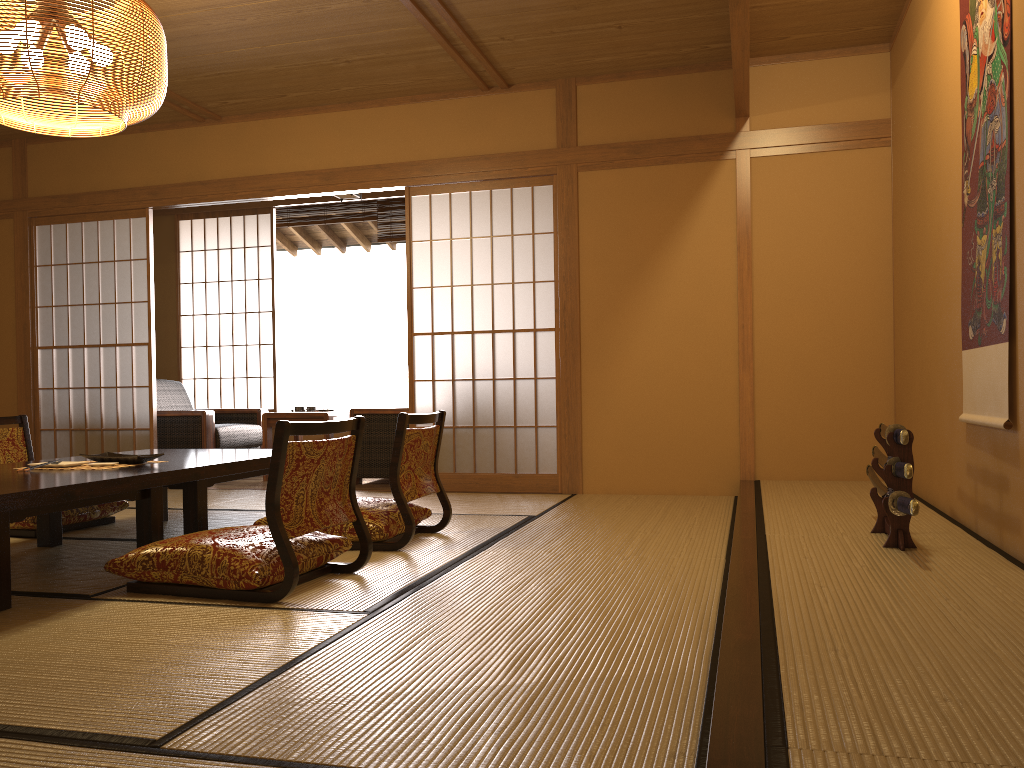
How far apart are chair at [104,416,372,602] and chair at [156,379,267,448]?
3.6m

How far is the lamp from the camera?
3.0 meters

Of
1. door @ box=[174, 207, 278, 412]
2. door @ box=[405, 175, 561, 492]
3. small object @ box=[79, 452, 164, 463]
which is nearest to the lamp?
small object @ box=[79, 452, 164, 463]

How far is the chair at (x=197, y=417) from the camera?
6.4 meters

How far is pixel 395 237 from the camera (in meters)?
7.53

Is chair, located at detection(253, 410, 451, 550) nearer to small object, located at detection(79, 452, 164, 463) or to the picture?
small object, located at detection(79, 452, 164, 463)

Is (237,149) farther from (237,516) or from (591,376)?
(591,376)

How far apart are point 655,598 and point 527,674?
0.8m

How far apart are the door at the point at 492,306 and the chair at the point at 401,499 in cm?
154

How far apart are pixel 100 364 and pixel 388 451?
2.2m
